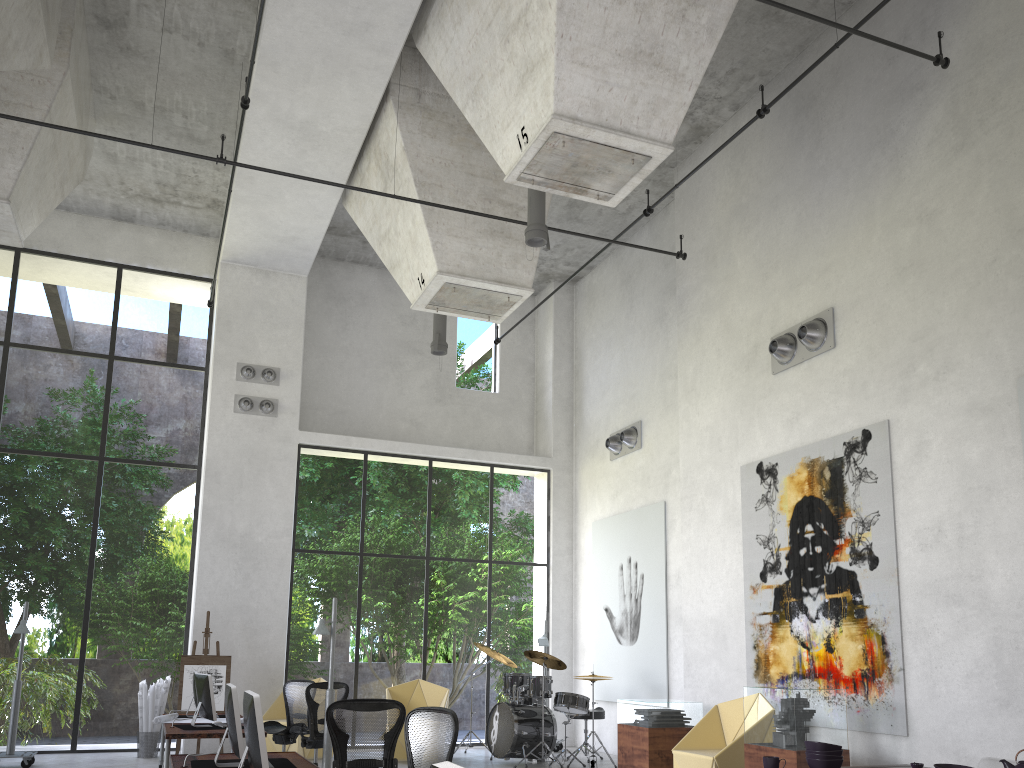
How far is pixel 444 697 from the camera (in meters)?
12.97

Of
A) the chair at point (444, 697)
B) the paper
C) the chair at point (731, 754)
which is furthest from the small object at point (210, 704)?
the chair at point (731, 754)

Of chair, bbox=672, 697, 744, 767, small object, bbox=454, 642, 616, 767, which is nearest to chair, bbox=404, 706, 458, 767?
chair, bbox=672, 697, 744, 767

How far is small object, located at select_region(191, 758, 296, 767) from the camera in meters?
5.9 m

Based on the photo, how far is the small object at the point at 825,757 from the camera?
5.2m

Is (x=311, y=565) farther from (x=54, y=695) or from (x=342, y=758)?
(x=342, y=758)

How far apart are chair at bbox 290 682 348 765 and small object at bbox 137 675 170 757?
3.30m

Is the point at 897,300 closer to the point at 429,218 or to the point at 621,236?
the point at 429,218

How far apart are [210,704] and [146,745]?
4.31m

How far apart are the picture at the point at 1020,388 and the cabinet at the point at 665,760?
5.1 meters
